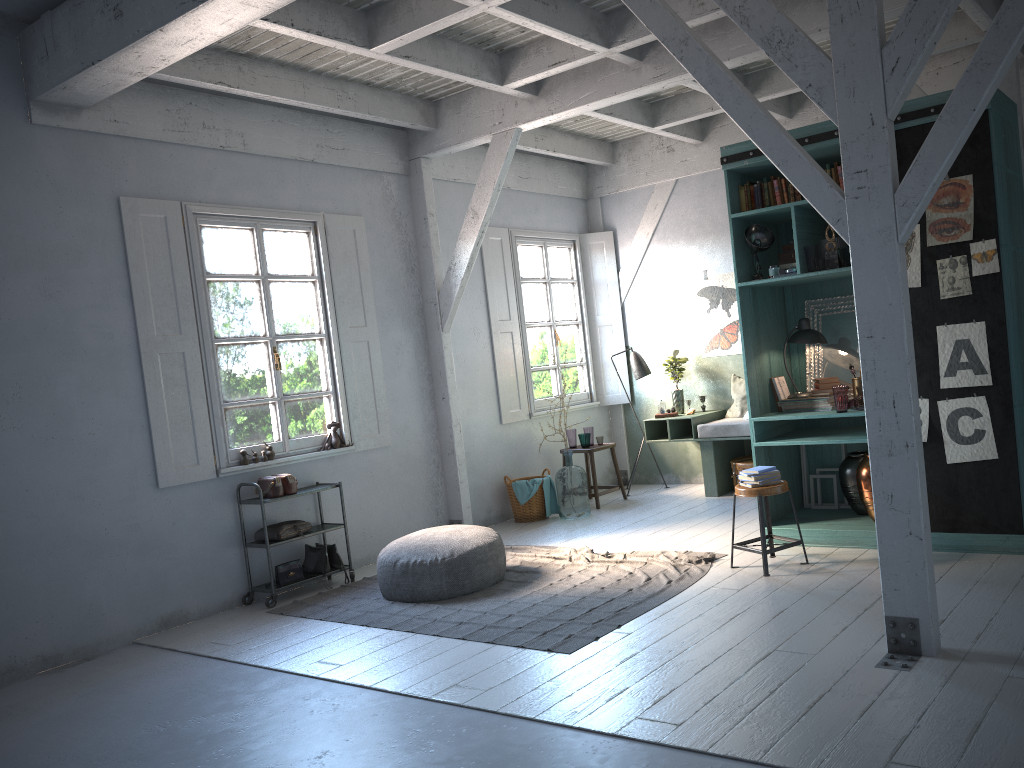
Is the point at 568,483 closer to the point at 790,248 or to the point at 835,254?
the point at 790,248

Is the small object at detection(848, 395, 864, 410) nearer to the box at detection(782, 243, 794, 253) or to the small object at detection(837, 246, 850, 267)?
the small object at detection(837, 246, 850, 267)

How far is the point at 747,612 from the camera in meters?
5.4 m

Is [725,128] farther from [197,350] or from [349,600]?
[349,600]

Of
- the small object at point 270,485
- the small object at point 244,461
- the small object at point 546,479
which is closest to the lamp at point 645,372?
the small object at point 546,479

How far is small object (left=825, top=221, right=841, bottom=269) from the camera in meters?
6.6

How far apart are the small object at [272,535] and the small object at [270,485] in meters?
0.3

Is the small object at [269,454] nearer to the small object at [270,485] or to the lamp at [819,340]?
the small object at [270,485]

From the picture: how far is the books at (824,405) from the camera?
6.99m

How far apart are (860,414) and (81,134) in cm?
637
